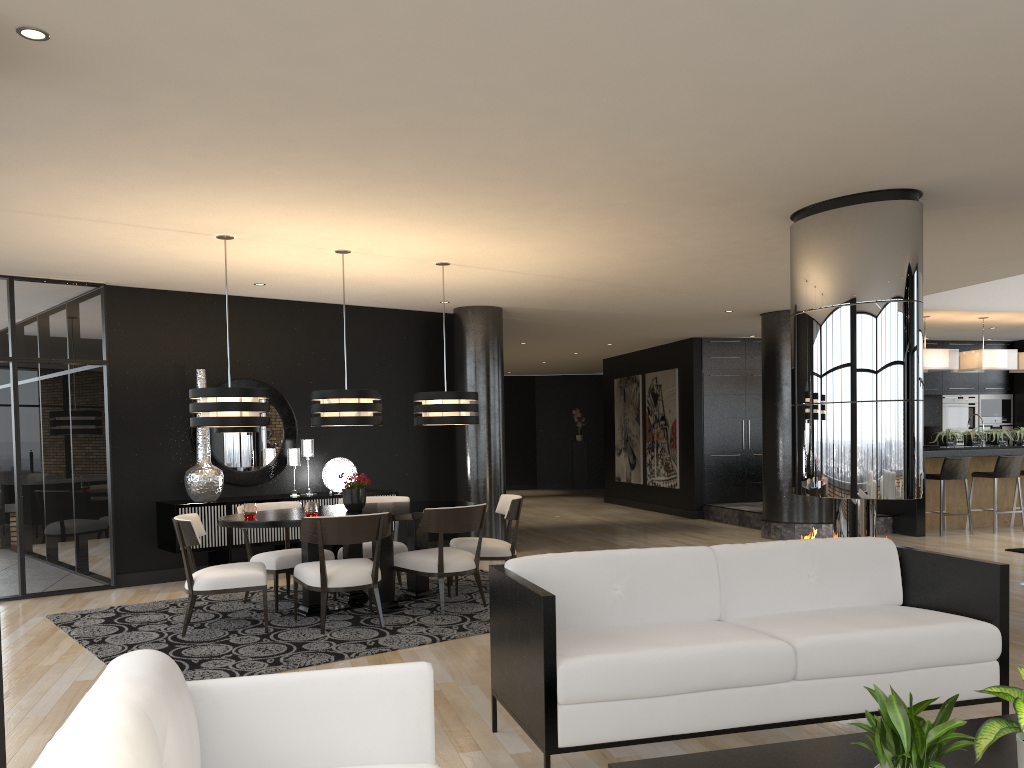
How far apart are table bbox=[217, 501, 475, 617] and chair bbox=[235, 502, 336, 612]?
0.13m

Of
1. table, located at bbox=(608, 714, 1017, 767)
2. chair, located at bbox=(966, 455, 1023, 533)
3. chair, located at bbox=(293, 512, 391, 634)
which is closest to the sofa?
table, located at bbox=(608, 714, 1017, 767)

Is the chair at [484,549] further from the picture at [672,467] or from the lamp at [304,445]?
the picture at [672,467]

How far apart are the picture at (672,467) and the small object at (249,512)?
8.80m

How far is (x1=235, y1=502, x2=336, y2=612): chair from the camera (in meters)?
6.54

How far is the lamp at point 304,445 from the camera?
8.8 meters

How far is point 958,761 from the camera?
2.50m

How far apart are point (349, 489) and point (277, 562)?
0.7 meters

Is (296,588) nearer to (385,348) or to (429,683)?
(385,348)

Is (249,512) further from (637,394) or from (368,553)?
(637,394)
